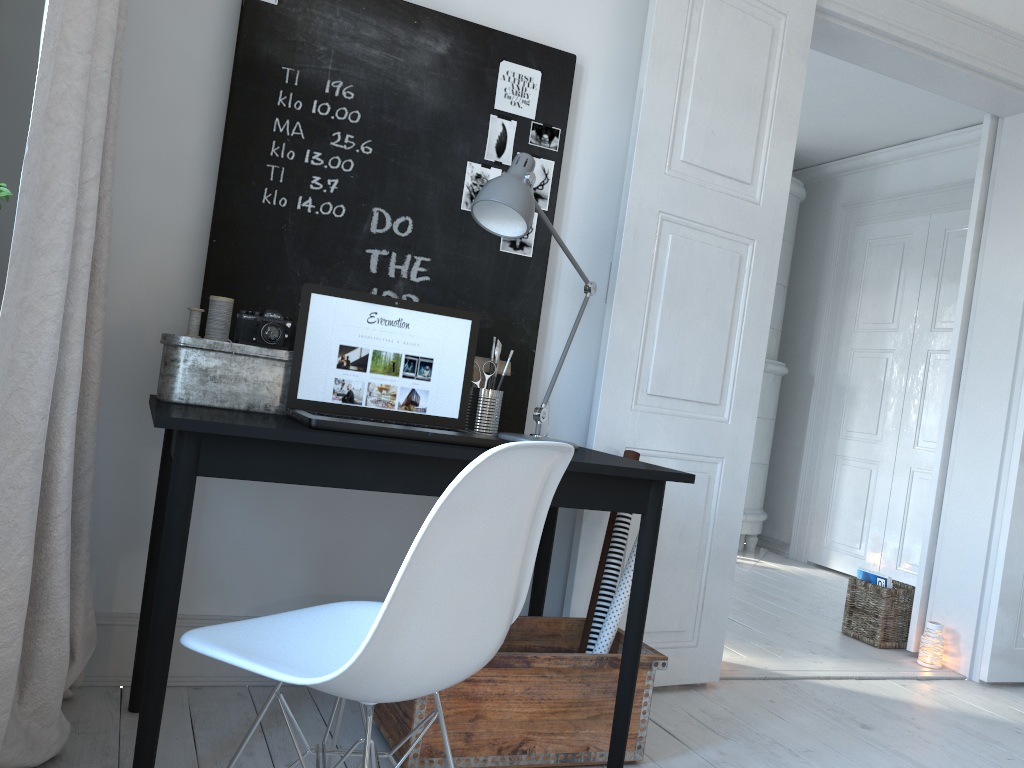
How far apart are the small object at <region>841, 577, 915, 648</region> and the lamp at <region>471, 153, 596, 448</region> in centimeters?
222cm

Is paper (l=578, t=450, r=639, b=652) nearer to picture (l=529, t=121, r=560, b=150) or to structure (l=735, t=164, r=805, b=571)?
picture (l=529, t=121, r=560, b=150)

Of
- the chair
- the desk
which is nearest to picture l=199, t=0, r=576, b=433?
the desk

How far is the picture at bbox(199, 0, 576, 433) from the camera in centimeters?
231cm

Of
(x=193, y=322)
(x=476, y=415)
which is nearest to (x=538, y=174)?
(x=476, y=415)

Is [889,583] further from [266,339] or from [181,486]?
[181,486]

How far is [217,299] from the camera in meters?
2.1 m

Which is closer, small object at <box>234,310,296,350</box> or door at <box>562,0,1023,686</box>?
small object at <box>234,310,296,350</box>

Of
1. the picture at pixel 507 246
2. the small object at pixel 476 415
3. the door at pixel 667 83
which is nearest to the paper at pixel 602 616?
the door at pixel 667 83

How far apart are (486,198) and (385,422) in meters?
0.6 m
